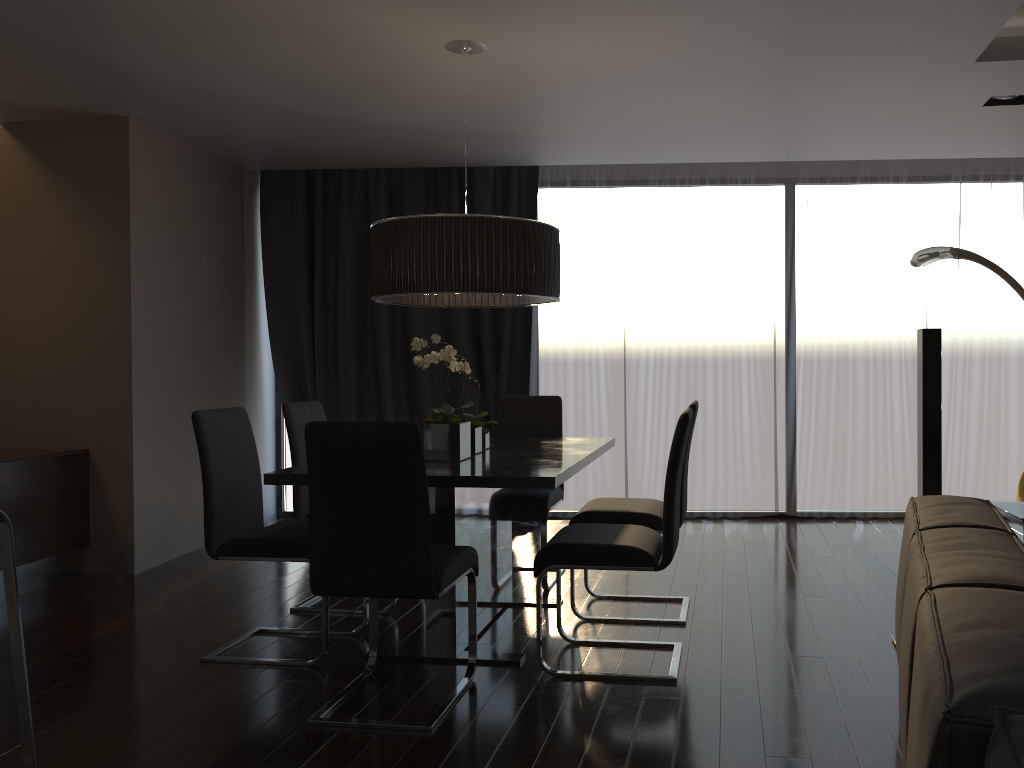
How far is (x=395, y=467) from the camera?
2.8 meters

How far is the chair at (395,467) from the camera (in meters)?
2.76

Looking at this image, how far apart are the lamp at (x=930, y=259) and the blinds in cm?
116

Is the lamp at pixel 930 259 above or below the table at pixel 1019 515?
above

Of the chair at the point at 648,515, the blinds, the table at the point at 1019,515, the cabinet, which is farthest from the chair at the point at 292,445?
the table at the point at 1019,515

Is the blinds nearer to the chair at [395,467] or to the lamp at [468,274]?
the lamp at [468,274]

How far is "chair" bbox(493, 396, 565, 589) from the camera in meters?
4.4

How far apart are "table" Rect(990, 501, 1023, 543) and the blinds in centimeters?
284cm

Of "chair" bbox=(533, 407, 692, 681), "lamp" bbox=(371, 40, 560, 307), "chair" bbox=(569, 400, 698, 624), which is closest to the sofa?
"chair" bbox=(533, 407, 692, 681)

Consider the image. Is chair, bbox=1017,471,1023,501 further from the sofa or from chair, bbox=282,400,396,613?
chair, bbox=282,400,396,613
